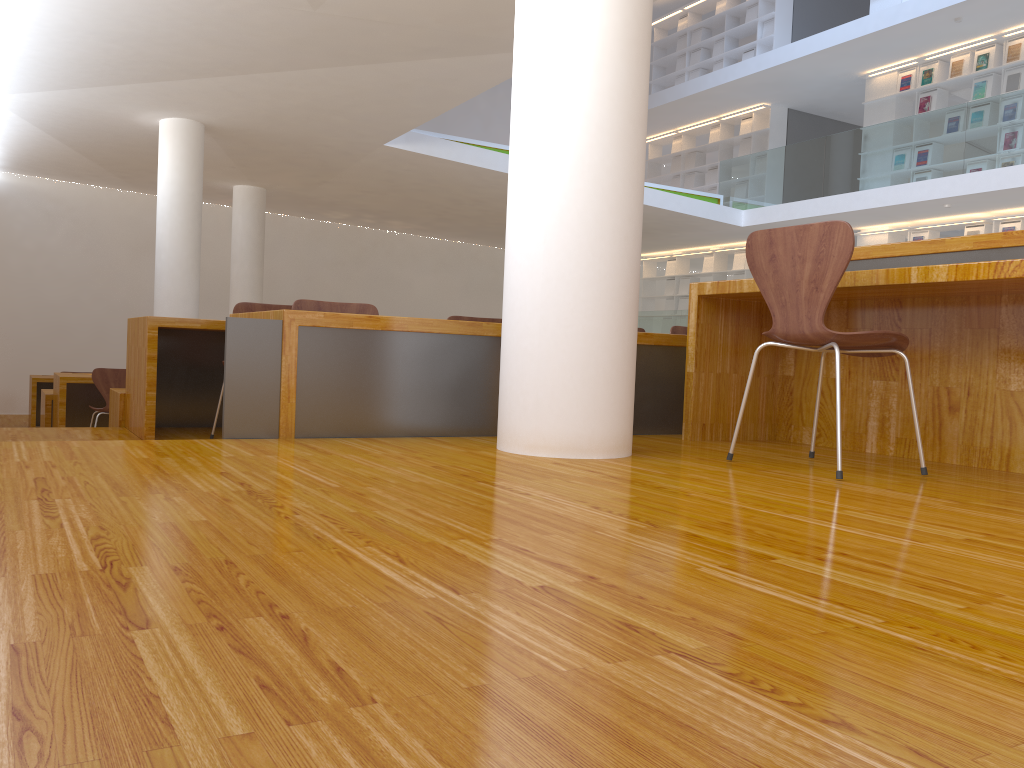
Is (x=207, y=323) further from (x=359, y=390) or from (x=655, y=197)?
(x=655, y=197)

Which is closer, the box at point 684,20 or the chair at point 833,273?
the chair at point 833,273

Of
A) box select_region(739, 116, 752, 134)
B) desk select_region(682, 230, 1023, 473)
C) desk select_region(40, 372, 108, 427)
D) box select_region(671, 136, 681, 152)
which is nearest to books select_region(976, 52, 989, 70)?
box select_region(739, 116, 752, 134)

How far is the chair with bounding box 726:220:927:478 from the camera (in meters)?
2.41

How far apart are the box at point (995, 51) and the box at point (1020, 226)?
1.9 meters

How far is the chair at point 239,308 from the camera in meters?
4.2

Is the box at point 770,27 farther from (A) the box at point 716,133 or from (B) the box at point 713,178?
(B) the box at point 713,178

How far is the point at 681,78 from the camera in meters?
14.9 m

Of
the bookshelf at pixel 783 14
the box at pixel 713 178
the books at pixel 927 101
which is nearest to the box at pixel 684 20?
the bookshelf at pixel 783 14

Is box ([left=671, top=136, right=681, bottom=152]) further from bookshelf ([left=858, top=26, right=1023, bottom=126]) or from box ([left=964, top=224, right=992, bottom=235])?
box ([left=964, top=224, right=992, bottom=235])
